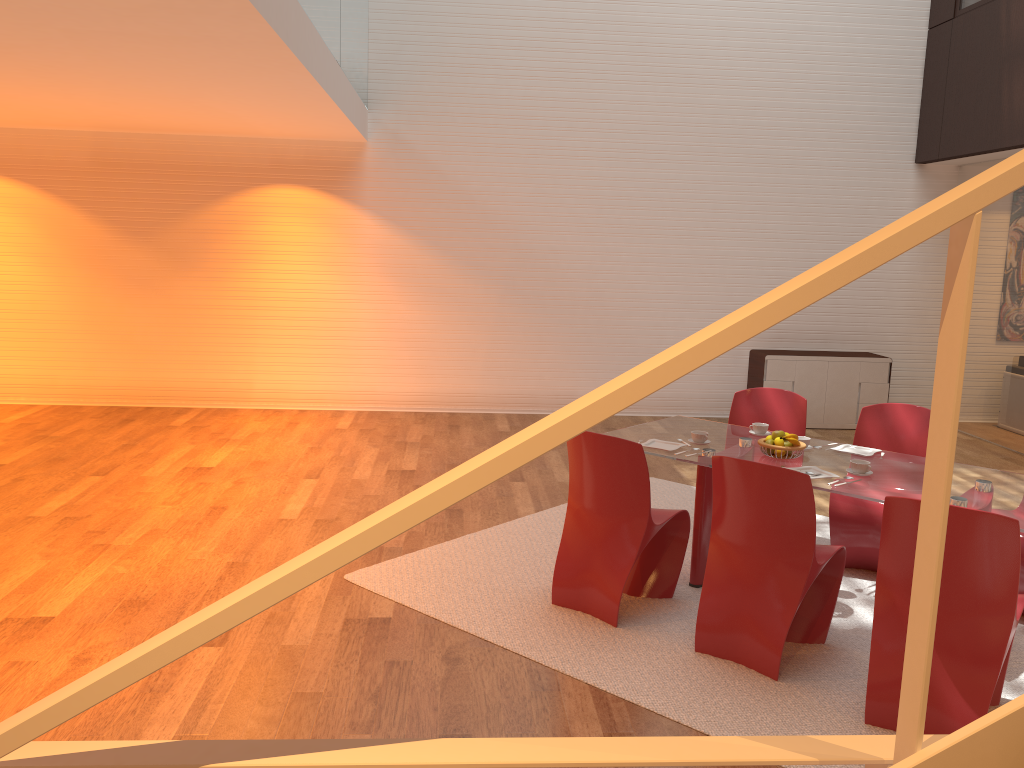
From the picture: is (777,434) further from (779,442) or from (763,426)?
(763,426)

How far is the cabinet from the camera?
1.1 meters

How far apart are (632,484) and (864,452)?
1.4m

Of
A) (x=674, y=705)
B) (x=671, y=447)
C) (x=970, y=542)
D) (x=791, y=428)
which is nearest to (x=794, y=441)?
(x=671, y=447)

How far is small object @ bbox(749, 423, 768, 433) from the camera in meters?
Answer: 4.9

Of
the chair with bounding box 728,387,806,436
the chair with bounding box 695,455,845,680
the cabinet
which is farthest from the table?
the cabinet

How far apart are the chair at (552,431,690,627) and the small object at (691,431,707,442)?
0.4 meters

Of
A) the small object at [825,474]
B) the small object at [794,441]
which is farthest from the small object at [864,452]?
the small object at [825,474]

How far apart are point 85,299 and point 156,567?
5.09m

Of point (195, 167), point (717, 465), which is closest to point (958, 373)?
point (717, 465)
